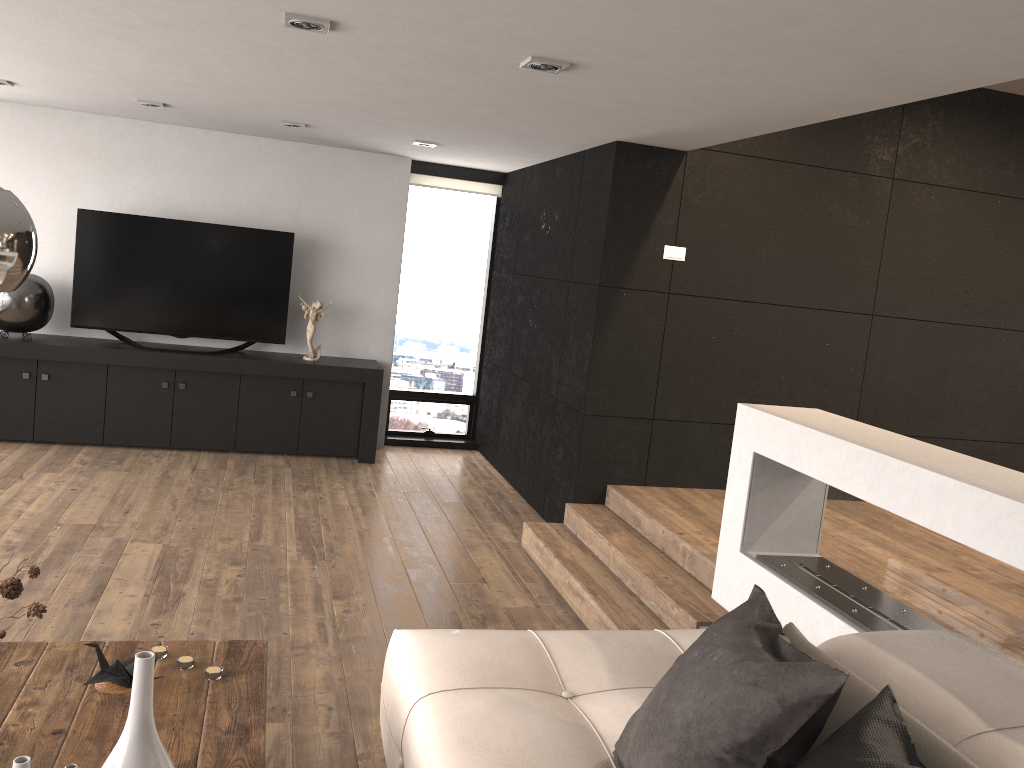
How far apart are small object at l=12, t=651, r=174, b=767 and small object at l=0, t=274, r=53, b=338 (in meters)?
5.37

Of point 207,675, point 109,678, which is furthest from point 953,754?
point 109,678

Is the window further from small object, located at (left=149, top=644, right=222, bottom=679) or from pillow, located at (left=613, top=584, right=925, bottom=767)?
pillow, located at (left=613, top=584, right=925, bottom=767)

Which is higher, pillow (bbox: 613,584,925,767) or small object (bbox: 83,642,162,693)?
pillow (bbox: 613,584,925,767)

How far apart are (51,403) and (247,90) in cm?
301

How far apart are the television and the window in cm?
117

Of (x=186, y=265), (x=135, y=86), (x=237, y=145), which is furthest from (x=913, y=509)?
(x=237, y=145)

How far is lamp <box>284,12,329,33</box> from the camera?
3.1m

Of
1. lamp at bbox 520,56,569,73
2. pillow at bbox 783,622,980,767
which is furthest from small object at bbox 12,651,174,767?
lamp at bbox 520,56,569,73

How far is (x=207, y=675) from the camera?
2.4m
